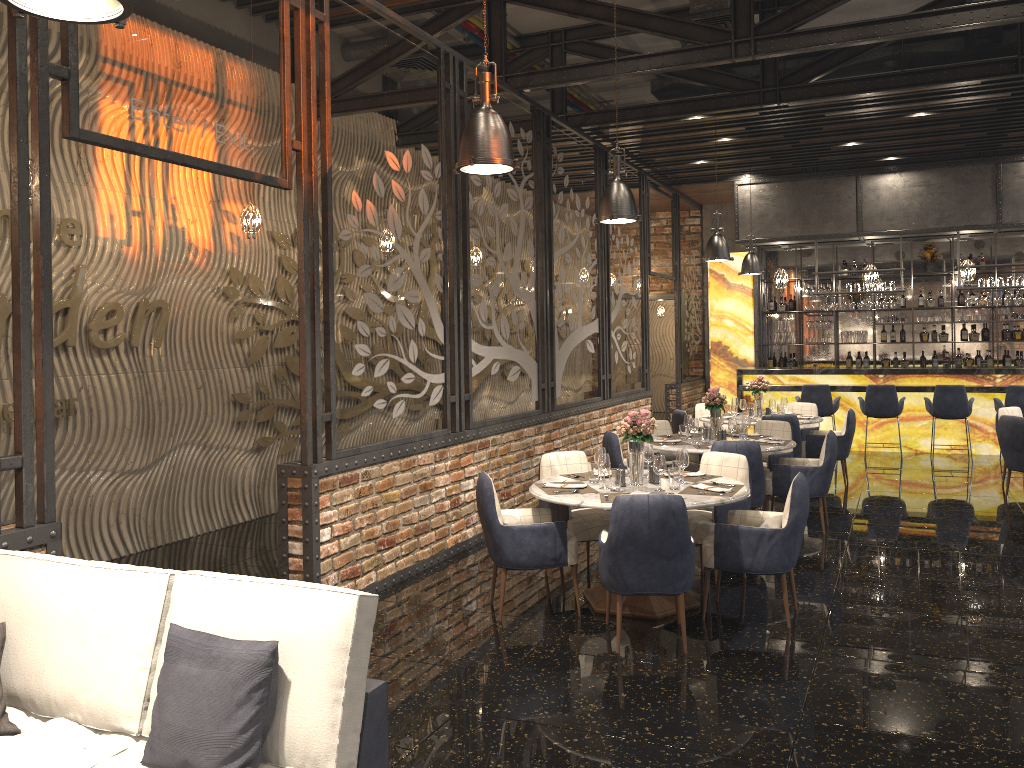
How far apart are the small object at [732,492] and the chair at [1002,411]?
5.7 meters

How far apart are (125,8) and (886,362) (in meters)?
14.56

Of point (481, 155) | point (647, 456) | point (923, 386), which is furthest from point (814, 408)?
point (481, 155)

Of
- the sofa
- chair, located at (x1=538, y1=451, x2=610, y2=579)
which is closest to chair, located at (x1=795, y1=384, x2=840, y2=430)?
chair, located at (x1=538, y1=451, x2=610, y2=579)

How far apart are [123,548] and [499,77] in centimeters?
534cm

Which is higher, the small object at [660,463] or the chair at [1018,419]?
the small object at [660,463]

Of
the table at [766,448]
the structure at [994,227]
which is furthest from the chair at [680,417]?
the structure at [994,227]

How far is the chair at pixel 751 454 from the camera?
7.0 meters

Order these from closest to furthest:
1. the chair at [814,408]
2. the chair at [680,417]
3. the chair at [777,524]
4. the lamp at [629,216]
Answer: the chair at [777,524], the lamp at [629,216], the chair at [680,417], the chair at [814,408]

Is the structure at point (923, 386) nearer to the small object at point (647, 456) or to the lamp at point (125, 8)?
the small object at point (647, 456)
